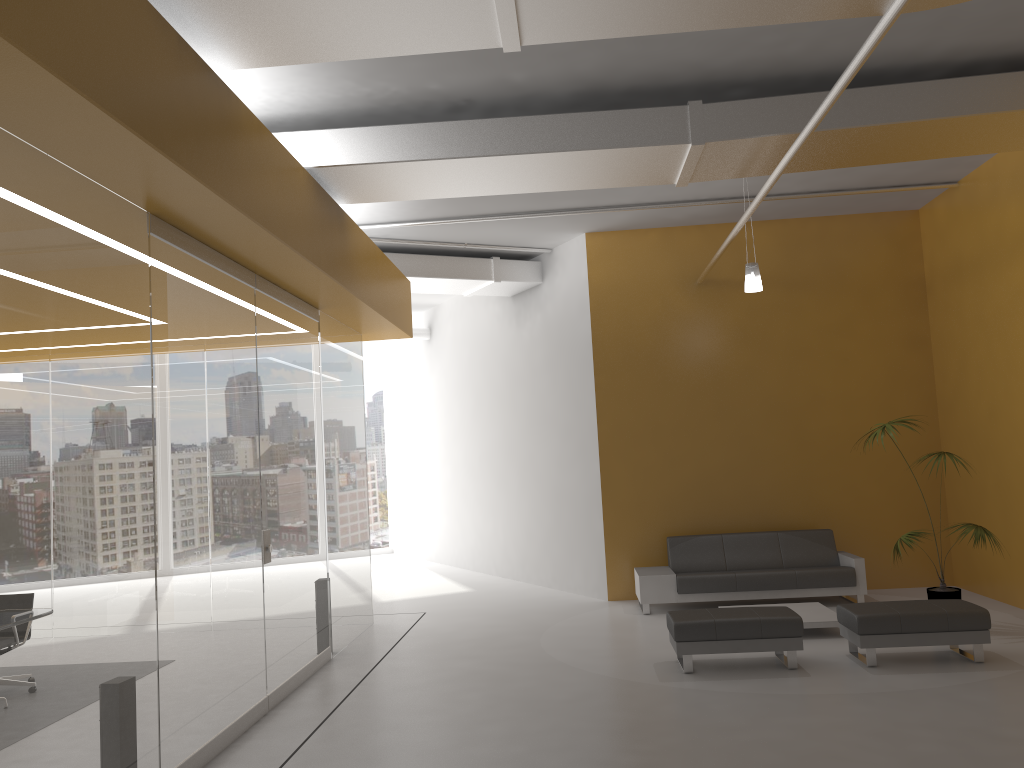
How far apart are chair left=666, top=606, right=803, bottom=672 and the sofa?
2.1m

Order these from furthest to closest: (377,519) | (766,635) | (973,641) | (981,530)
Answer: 1. (377,519)
2. (981,530)
3. (766,635)
4. (973,641)

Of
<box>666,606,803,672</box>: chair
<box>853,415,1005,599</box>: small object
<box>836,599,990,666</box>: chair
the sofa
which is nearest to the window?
the sofa

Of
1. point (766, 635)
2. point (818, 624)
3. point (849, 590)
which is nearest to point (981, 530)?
point (818, 624)

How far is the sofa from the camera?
9.4 meters

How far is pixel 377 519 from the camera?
17.8 meters

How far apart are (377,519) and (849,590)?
10.4 meters

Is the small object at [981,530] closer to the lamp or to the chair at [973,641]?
the chair at [973,641]

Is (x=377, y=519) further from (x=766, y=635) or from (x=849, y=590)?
(x=766, y=635)

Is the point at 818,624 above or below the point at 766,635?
below
